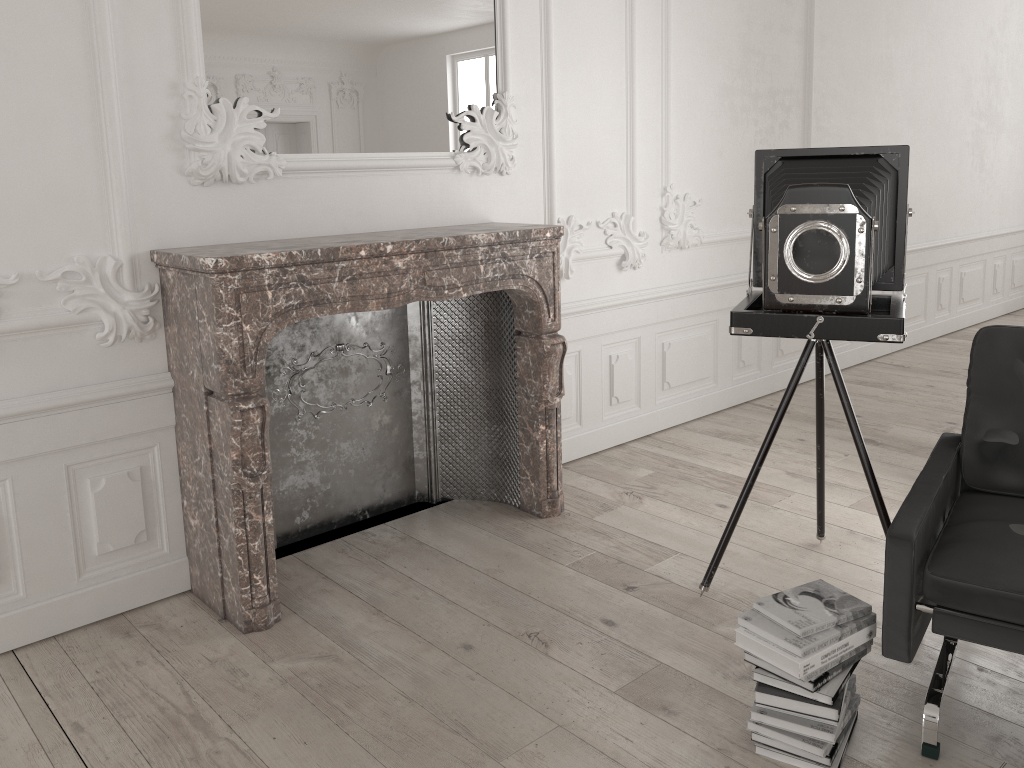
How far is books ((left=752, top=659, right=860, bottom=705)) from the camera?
2.2m

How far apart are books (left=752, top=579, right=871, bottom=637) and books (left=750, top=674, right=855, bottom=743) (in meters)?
0.24

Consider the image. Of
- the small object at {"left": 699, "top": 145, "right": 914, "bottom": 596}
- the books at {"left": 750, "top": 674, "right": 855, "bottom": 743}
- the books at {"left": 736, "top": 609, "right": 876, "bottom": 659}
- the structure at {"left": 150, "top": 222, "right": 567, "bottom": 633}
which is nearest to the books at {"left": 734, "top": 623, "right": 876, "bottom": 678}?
the books at {"left": 736, "top": 609, "right": 876, "bottom": 659}

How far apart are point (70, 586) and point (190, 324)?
1.0 meters

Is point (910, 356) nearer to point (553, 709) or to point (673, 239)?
point (673, 239)

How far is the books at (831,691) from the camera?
2.2 meters

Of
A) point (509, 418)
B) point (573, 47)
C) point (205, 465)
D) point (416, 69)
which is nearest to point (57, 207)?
point (205, 465)

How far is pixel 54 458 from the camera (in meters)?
2.88

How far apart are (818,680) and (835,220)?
1.3m

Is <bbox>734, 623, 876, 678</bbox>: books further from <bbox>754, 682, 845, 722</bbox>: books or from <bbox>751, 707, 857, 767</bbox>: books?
<bbox>751, 707, 857, 767</bbox>: books
